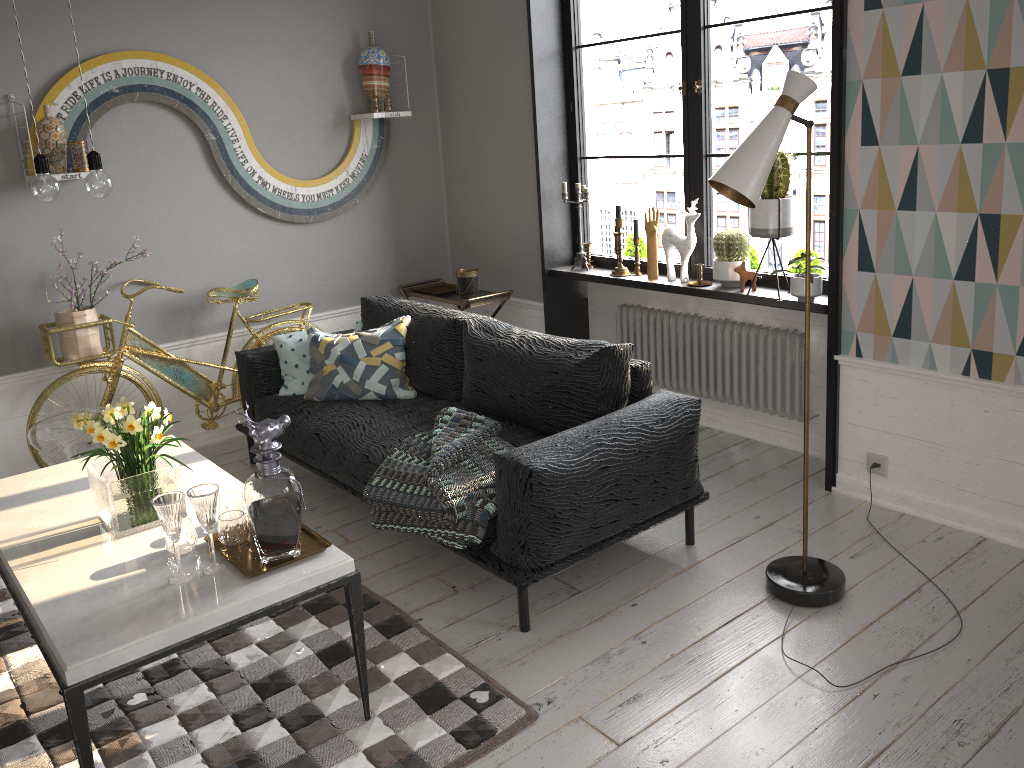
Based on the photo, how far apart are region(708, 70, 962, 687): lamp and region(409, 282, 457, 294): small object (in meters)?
2.67

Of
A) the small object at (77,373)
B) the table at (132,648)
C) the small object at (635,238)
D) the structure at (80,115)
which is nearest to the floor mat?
the table at (132,648)

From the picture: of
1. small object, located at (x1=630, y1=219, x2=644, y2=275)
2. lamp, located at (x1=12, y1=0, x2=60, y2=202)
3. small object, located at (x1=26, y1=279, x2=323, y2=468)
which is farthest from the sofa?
lamp, located at (x1=12, y1=0, x2=60, y2=202)

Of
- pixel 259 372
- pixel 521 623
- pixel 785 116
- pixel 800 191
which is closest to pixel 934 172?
pixel 785 116

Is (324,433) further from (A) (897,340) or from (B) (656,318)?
(A) (897,340)

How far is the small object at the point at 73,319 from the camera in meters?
4.1

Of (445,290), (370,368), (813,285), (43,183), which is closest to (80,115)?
(370,368)

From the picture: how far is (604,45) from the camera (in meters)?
45.00

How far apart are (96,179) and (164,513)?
0.96m

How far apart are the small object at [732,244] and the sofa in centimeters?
90cm
